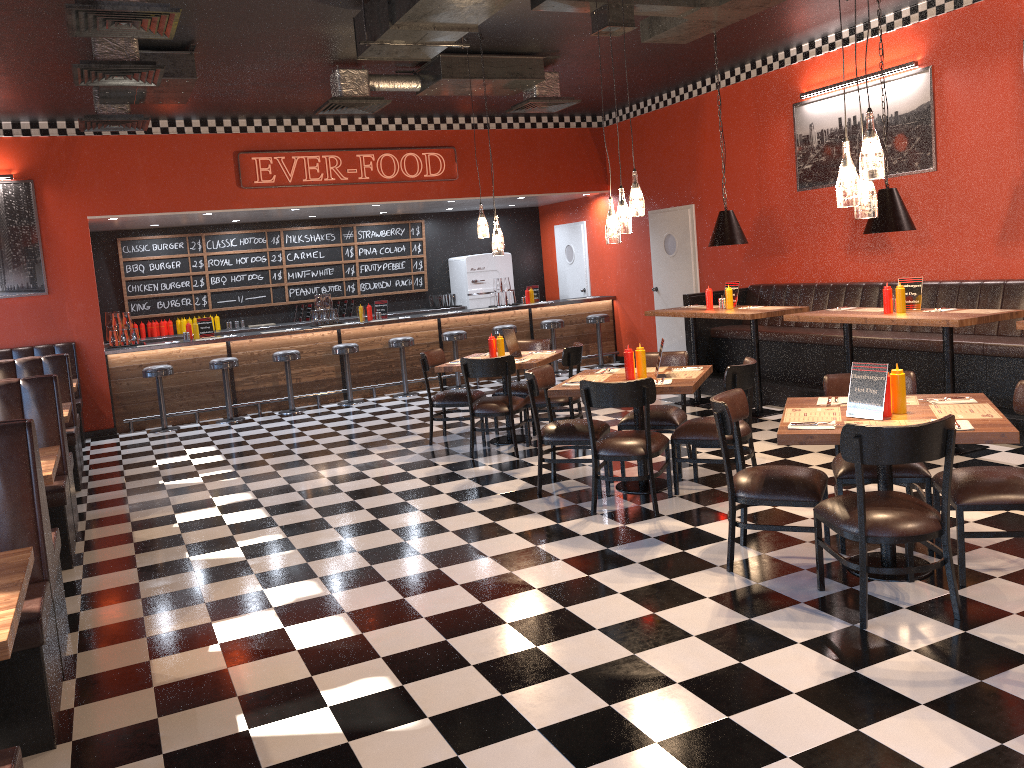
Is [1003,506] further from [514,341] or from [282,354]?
[282,354]

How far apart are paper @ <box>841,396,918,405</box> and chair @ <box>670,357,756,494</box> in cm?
127

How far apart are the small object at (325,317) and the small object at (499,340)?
4.6 meters

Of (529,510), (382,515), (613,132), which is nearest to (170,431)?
(382,515)

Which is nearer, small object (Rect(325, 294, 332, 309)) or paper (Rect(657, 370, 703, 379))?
paper (Rect(657, 370, 703, 379))

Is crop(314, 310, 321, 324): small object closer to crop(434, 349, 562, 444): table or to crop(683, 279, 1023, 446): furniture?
crop(434, 349, 562, 444): table

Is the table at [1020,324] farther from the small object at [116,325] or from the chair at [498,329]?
the small object at [116,325]

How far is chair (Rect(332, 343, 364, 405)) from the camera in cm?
1121

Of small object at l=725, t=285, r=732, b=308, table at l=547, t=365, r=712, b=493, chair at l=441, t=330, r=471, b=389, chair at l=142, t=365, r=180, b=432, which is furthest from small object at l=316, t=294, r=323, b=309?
table at l=547, t=365, r=712, b=493

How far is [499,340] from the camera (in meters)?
7.93
